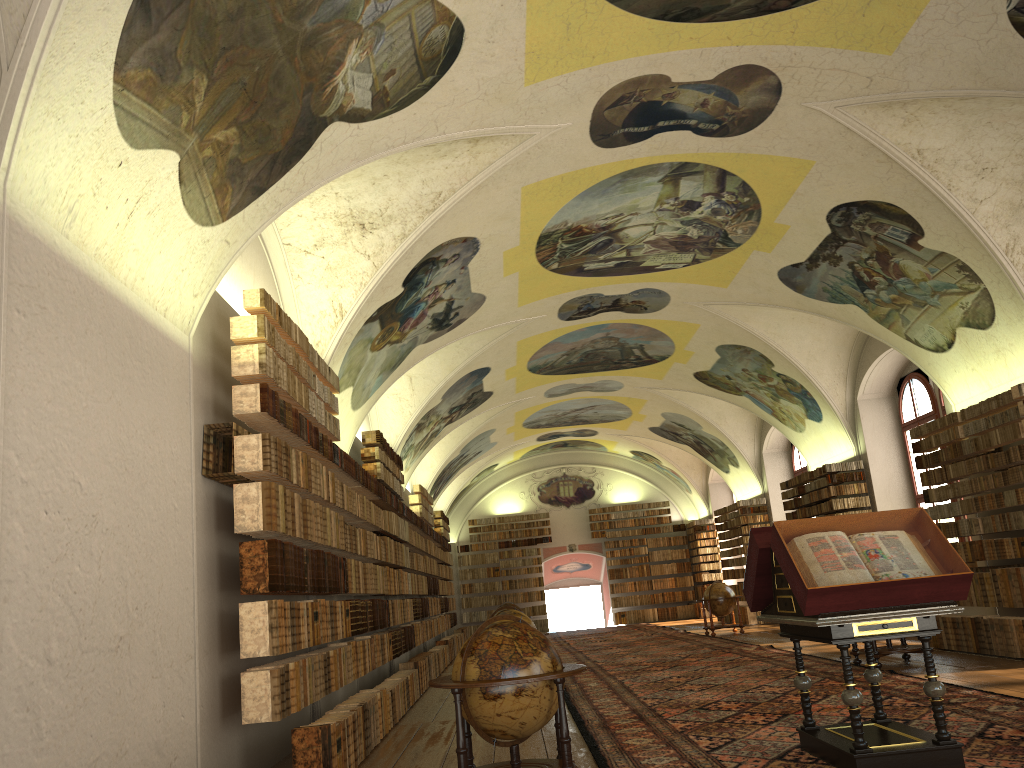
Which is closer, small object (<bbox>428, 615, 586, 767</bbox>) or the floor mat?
small object (<bbox>428, 615, 586, 767</bbox>)

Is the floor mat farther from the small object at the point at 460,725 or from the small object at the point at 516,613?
the small object at the point at 516,613

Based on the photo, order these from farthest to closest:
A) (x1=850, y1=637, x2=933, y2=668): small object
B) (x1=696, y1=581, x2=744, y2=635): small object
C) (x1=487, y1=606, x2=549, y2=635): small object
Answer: (x1=696, y1=581, x2=744, y2=635): small object, (x1=487, y1=606, x2=549, y2=635): small object, (x1=850, y1=637, x2=933, y2=668): small object

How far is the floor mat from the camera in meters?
7.8 m

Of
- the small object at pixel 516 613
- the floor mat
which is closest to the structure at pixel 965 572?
the floor mat

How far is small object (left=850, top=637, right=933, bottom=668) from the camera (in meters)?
13.18

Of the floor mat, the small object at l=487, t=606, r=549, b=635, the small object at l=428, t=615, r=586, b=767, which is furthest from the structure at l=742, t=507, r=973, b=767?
the small object at l=487, t=606, r=549, b=635

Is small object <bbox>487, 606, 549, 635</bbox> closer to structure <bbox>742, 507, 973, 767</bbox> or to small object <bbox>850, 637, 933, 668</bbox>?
small object <bbox>850, 637, 933, 668</bbox>

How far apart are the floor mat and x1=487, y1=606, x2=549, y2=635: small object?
1.3m

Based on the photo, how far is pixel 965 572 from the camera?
6.6 meters
